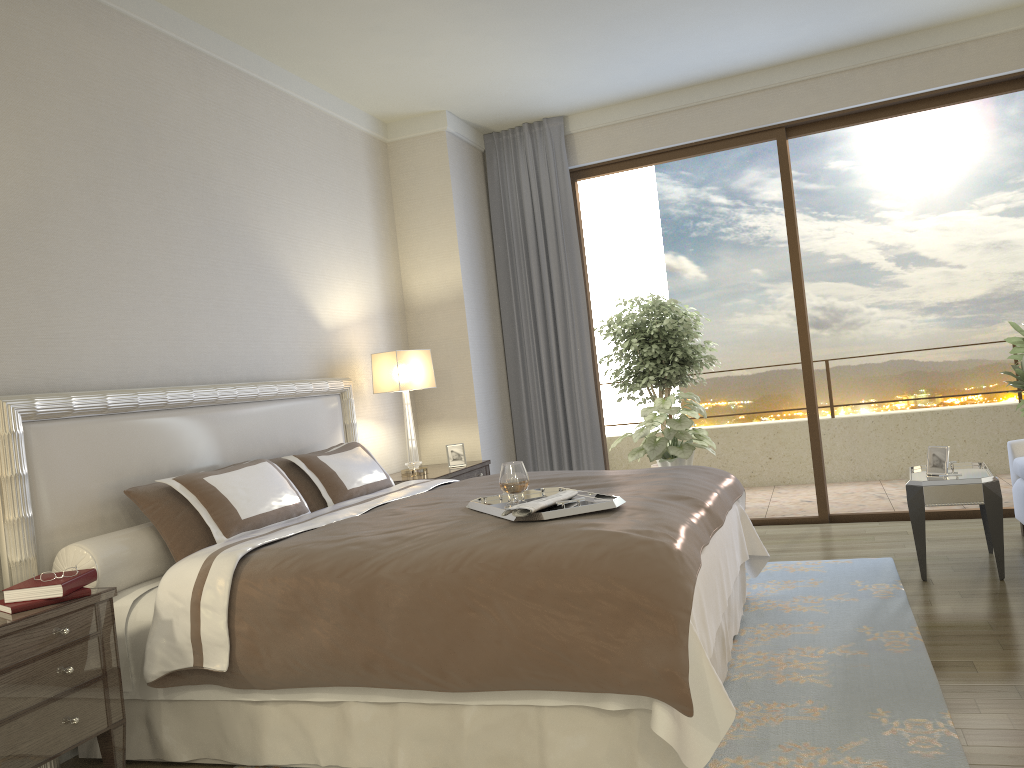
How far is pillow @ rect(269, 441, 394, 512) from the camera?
4.1 meters

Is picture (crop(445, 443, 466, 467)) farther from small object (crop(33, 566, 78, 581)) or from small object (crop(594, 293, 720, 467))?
small object (crop(33, 566, 78, 581))

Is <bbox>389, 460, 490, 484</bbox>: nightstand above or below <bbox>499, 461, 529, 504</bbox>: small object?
below

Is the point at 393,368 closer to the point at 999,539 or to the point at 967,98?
the point at 999,539

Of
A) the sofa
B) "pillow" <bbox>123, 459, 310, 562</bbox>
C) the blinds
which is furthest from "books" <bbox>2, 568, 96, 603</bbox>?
the sofa

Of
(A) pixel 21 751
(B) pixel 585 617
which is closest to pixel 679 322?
(B) pixel 585 617

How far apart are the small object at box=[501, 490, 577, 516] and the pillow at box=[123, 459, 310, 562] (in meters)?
1.18

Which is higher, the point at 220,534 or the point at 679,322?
the point at 679,322

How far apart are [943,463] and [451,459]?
2.9 meters

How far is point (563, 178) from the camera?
6.5m
